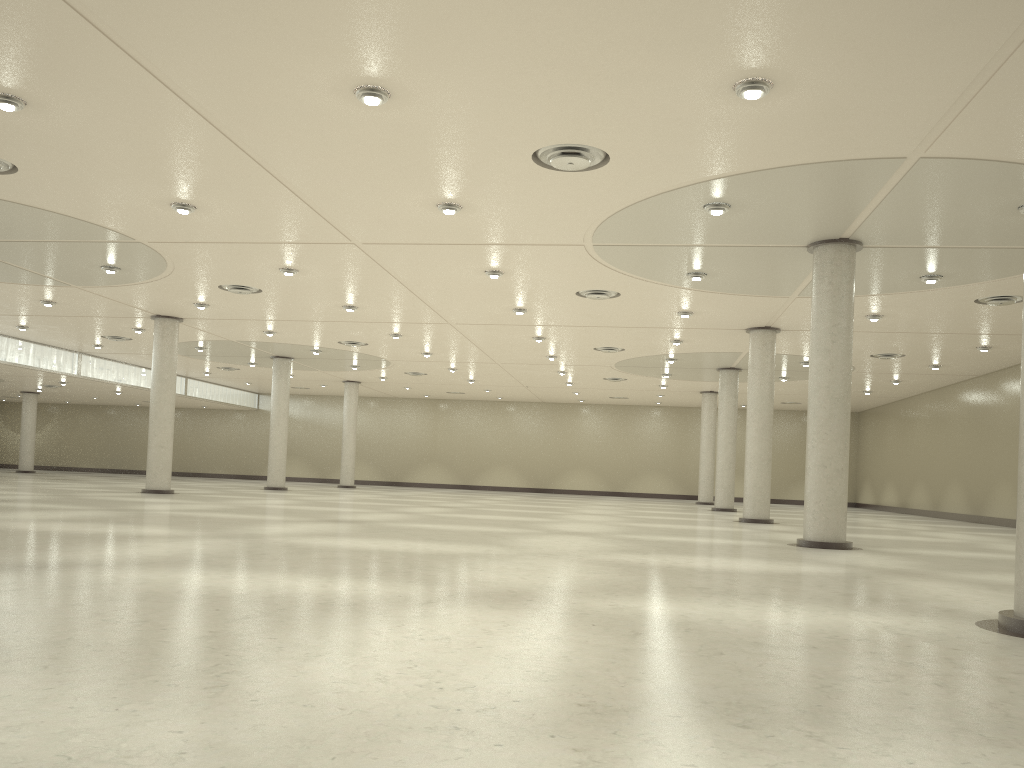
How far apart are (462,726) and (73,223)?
38.24m
